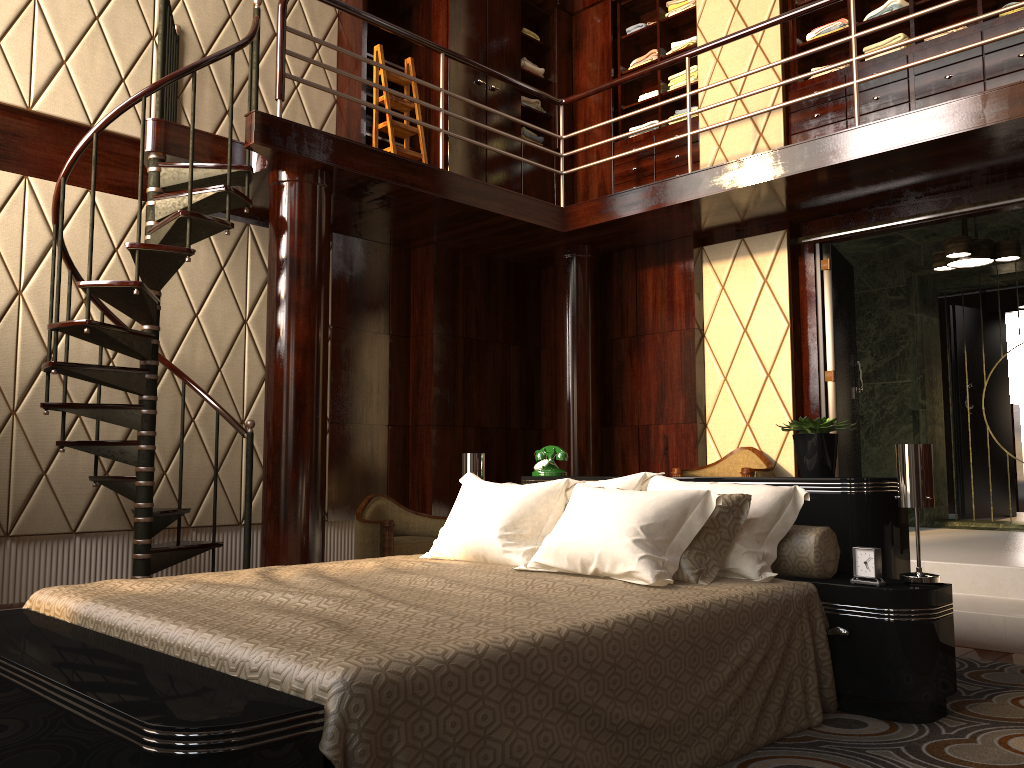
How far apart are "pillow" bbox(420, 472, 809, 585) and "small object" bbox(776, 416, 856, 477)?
0.25m

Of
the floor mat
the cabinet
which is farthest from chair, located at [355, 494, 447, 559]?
the floor mat

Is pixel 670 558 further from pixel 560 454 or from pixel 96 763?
pixel 96 763

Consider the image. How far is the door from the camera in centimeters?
532cm

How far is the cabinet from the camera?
4.9m

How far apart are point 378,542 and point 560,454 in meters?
1.5 m

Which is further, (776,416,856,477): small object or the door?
the door

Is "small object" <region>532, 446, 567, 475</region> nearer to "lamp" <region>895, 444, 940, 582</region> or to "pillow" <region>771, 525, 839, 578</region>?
"pillow" <region>771, 525, 839, 578</region>

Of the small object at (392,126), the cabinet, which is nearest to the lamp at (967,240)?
the cabinet

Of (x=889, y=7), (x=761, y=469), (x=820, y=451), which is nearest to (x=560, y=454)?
(x=820, y=451)
